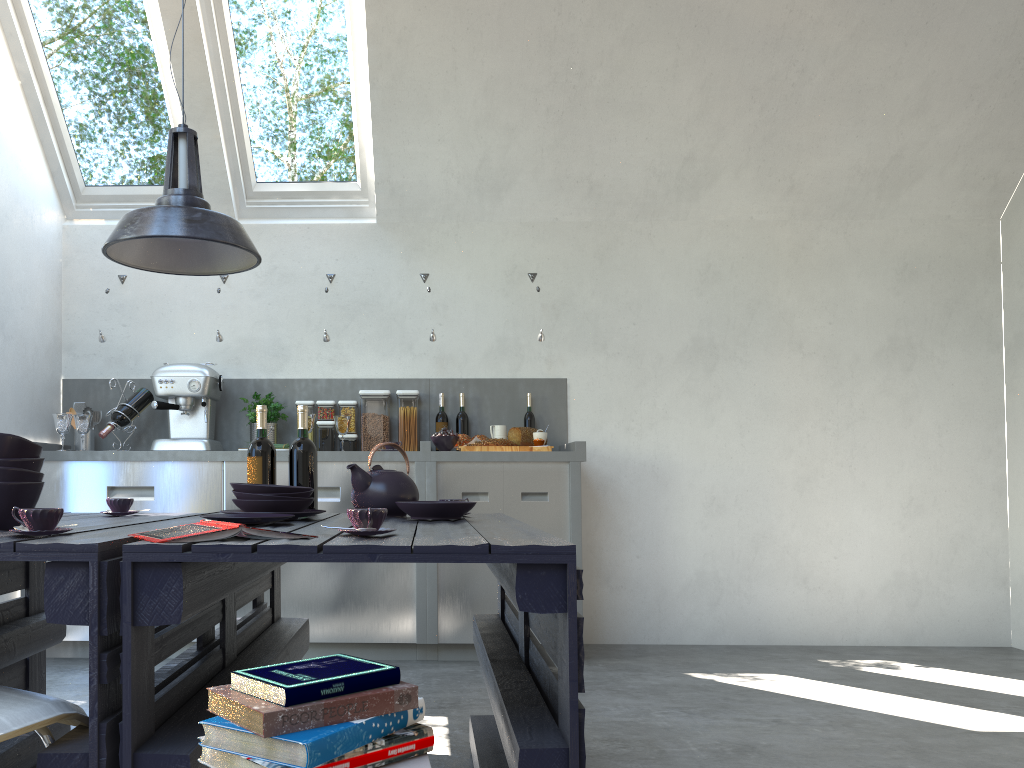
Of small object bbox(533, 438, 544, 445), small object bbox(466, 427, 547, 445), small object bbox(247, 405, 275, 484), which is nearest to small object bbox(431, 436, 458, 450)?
small object bbox(466, 427, 547, 445)

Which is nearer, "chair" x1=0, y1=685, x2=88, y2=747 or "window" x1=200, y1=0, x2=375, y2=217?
"chair" x1=0, y1=685, x2=88, y2=747

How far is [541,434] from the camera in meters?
4.5 m

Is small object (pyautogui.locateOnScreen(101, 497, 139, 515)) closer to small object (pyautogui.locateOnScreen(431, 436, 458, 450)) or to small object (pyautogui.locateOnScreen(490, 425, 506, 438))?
small object (pyautogui.locateOnScreen(431, 436, 458, 450))

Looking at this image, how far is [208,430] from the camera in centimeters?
456cm

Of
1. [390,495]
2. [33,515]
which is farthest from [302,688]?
[390,495]

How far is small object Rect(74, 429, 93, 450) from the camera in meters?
4.5

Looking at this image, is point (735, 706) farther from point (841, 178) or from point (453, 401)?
point (841, 178)

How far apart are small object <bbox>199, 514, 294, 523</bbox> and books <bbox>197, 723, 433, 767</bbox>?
0.9m

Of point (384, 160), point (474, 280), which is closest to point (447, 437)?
point (474, 280)
